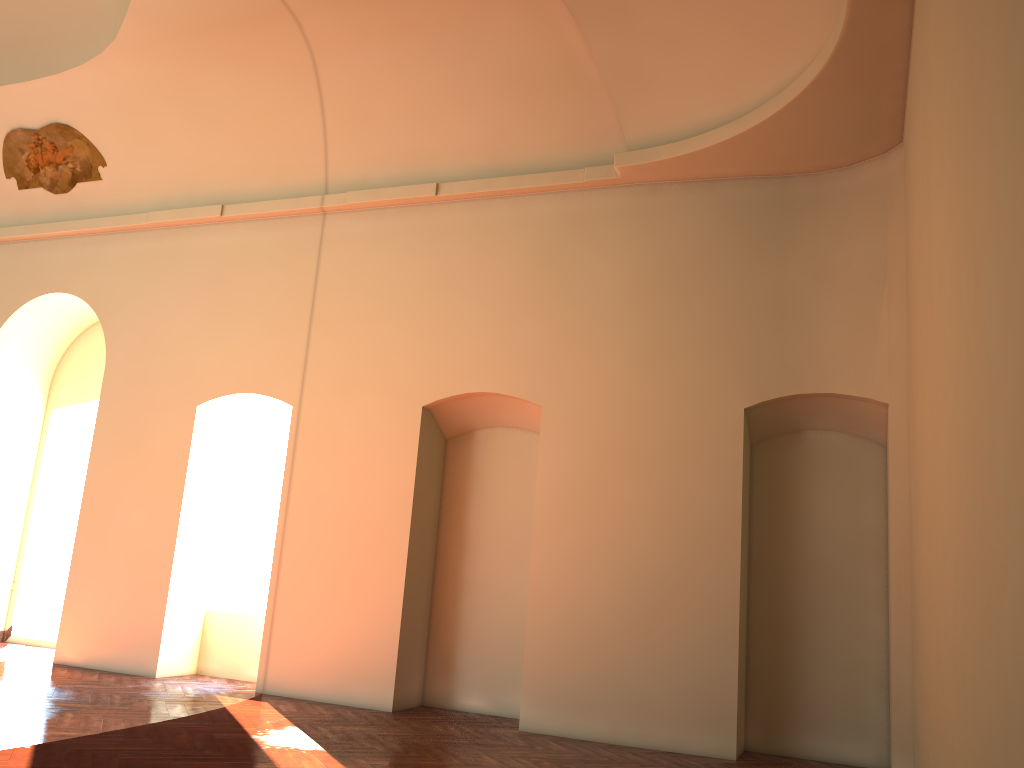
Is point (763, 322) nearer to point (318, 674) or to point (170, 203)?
point (318, 674)
